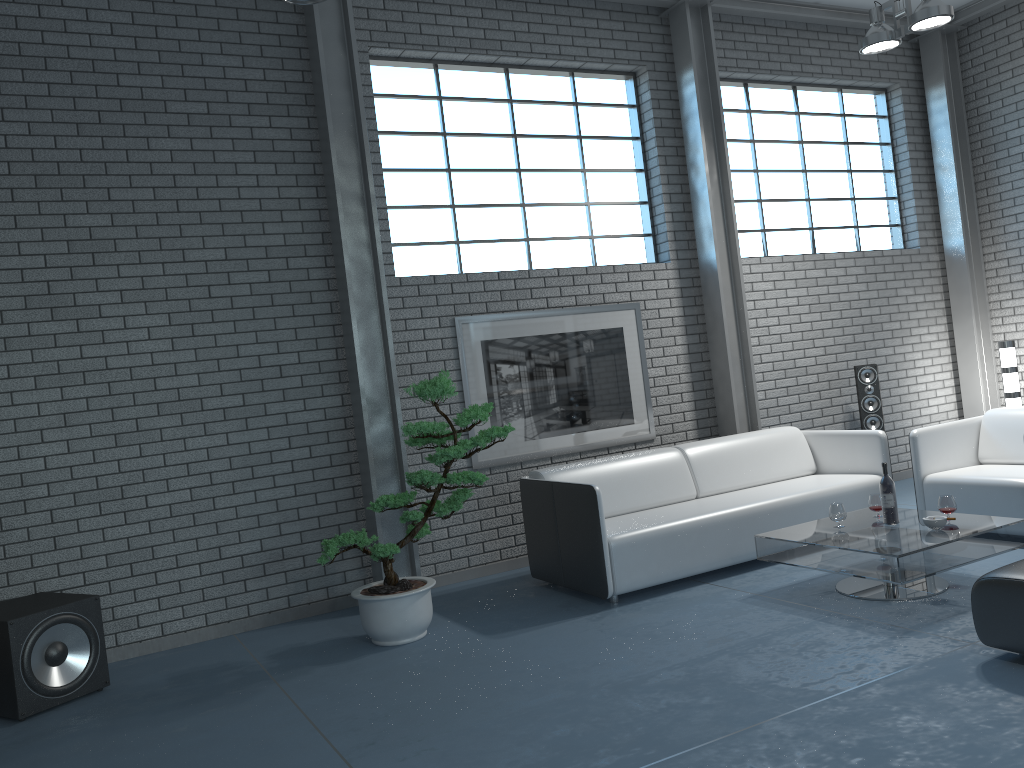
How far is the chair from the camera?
5.0m

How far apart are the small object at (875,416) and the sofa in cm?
102

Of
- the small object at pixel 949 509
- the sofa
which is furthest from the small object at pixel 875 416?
the small object at pixel 949 509

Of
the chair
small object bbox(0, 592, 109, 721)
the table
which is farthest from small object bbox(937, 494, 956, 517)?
small object bbox(0, 592, 109, 721)

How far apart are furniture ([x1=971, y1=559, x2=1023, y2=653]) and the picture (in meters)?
3.15

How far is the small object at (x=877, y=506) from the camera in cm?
471

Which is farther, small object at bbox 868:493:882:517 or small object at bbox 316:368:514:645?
small object at bbox 868:493:882:517

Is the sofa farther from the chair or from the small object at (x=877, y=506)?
the small object at (x=877, y=506)

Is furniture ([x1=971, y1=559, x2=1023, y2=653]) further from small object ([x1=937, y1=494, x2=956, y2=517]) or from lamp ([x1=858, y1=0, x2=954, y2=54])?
lamp ([x1=858, y1=0, x2=954, y2=54])

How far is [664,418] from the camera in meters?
6.6
